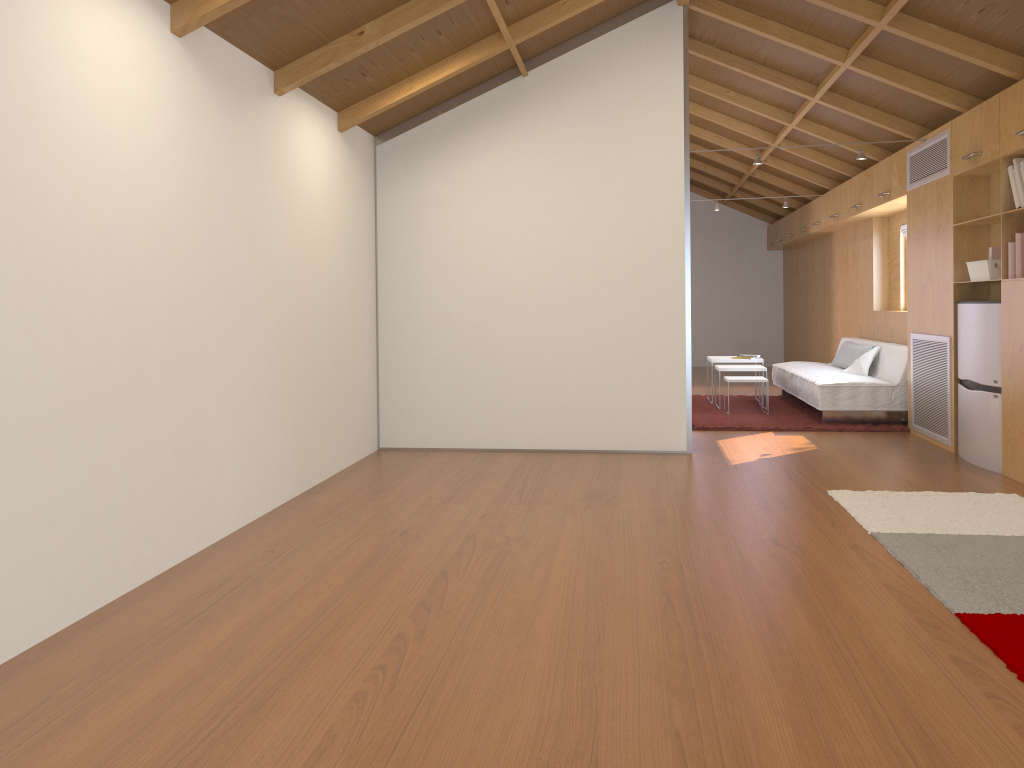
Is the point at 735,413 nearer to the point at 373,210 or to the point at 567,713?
the point at 373,210

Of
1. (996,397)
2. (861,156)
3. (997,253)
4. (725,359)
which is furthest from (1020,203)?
(725,359)

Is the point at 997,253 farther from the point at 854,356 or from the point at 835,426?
the point at 854,356

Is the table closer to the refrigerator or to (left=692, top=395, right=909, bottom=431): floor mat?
(left=692, top=395, right=909, bottom=431): floor mat

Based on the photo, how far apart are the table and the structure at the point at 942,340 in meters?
2.2 m

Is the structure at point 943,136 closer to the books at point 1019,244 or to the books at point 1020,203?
the books at point 1020,203

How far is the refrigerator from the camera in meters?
5.1 m

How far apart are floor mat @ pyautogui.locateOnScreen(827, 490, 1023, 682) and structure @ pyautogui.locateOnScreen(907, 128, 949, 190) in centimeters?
237cm

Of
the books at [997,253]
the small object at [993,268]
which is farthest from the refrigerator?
the books at [997,253]

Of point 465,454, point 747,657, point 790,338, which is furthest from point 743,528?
point 790,338
